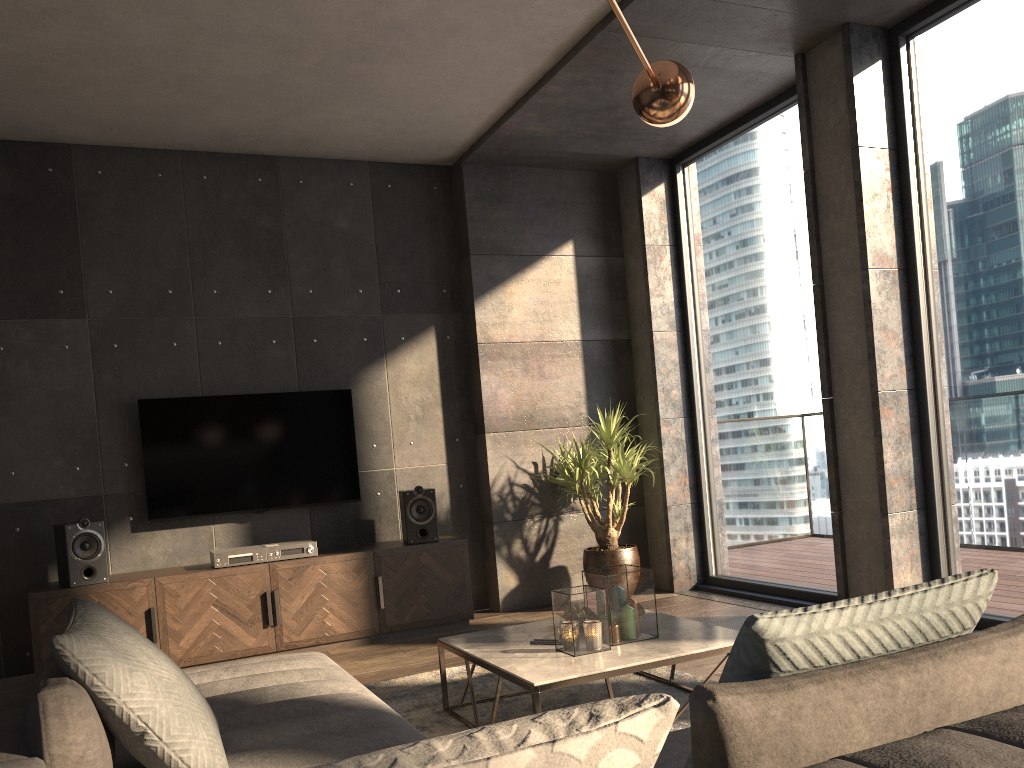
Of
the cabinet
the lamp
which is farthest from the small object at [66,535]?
the lamp

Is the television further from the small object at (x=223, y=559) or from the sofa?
the sofa

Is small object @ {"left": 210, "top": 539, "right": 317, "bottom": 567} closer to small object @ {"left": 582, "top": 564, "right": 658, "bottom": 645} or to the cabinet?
the cabinet

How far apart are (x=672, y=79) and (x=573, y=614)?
1.78m

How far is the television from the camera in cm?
517

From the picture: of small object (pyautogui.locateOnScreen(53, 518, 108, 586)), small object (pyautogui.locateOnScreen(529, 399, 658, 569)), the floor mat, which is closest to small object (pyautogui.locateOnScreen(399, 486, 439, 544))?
small object (pyautogui.locateOnScreen(529, 399, 658, 569))

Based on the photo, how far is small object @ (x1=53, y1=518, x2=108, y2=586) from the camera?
4.6 meters

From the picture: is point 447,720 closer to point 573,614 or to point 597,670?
point 573,614

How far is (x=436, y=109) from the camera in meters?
5.2

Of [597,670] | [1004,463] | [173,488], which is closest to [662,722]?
[597,670]
